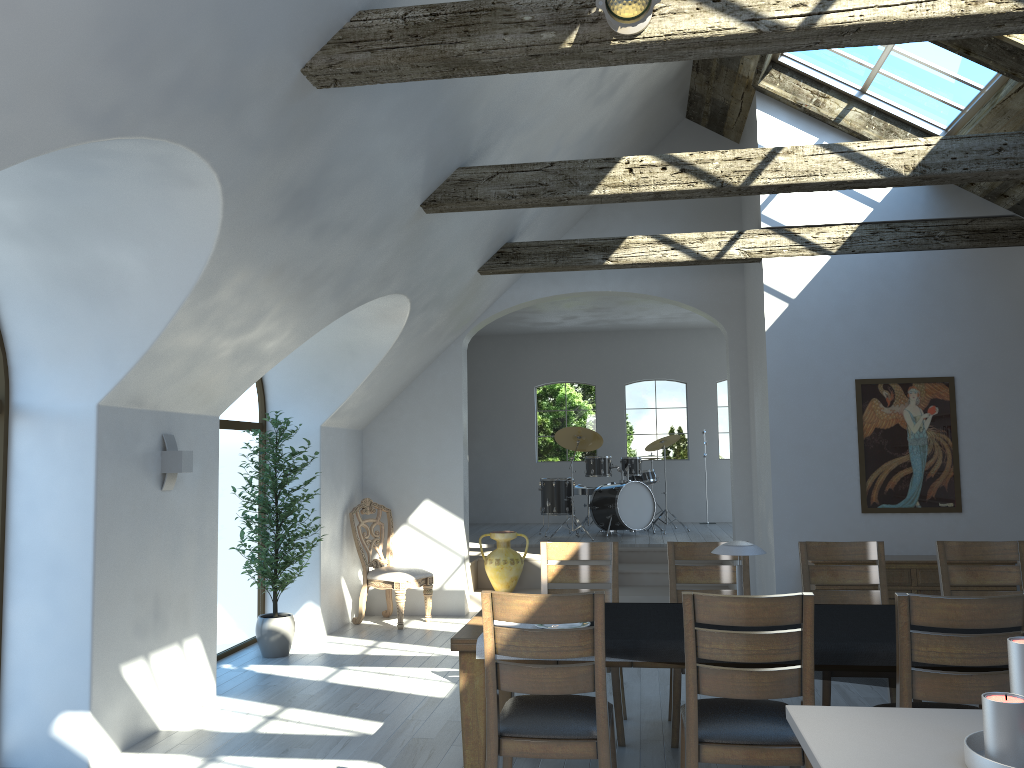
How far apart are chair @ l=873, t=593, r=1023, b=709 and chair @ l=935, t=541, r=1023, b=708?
1.5m

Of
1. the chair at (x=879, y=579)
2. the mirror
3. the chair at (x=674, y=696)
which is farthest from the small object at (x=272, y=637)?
the mirror

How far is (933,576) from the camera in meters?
6.5

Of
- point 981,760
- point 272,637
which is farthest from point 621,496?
point 981,760

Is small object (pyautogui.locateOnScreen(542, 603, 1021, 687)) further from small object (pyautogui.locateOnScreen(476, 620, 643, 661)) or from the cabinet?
the cabinet

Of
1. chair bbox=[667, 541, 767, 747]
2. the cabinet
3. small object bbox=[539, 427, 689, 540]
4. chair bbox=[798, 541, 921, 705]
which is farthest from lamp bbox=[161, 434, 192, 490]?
small object bbox=[539, 427, 689, 540]

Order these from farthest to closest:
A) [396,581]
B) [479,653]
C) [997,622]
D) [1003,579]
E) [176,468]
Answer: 1. [396,581]
2. [176,468]
3. [1003,579]
4. [479,653]
5. [997,622]

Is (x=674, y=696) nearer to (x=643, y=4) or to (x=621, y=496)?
(x=643, y=4)

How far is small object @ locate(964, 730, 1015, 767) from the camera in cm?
170

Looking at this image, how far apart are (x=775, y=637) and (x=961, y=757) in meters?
1.4 m
